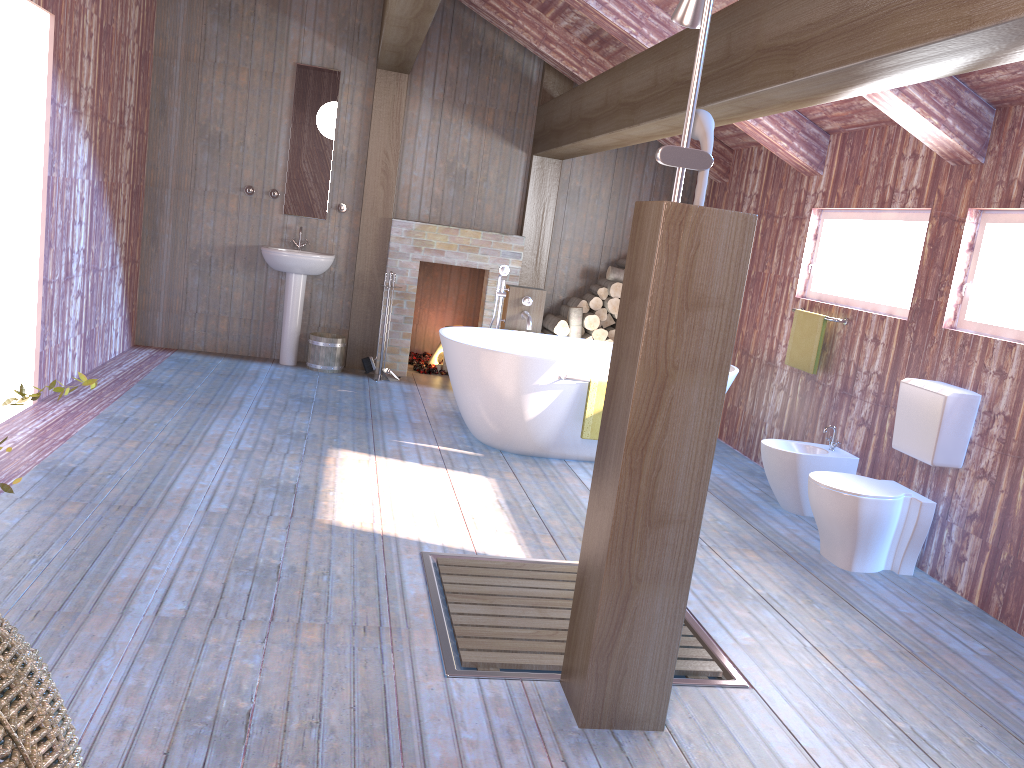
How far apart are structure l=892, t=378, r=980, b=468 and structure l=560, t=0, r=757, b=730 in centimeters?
211cm

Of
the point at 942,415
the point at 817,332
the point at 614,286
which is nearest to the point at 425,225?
the point at 614,286

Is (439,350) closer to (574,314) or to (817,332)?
(574,314)

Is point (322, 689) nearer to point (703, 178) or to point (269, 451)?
point (703, 178)

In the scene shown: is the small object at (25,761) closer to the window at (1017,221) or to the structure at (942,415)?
the structure at (942,415)

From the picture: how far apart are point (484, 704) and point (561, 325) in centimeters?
506cm

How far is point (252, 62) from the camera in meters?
7.1

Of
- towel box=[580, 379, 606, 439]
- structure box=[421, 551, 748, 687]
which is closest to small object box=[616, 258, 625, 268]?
towel box=[580, 379, 606, 439]

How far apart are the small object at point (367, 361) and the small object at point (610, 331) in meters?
2.0

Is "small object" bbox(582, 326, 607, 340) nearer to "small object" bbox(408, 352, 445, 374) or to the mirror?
"small object" bbox(408, 352, 445, 374)
